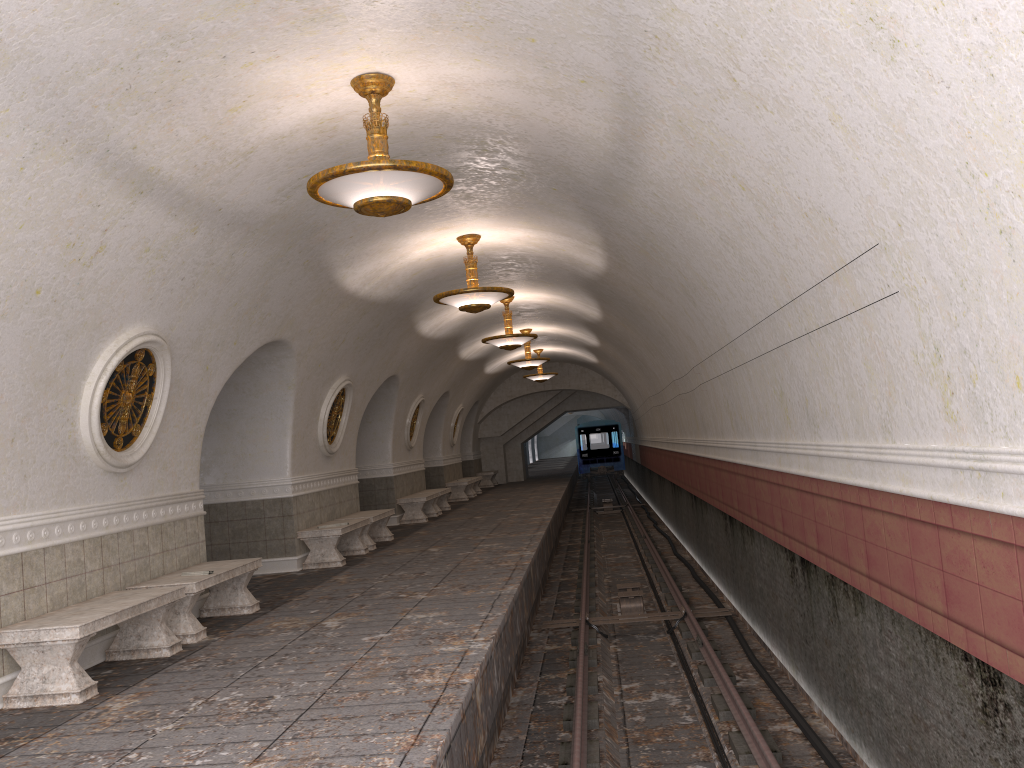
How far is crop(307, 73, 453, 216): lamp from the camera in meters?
5.7 m

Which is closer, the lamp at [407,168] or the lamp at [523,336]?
the lamp at [407,168]

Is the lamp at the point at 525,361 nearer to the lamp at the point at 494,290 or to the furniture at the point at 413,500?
the furniture at the point at 413,500

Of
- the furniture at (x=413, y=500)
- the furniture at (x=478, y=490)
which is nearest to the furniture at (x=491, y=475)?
the furniture at (x=478, y=490)

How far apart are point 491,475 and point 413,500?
12.29m

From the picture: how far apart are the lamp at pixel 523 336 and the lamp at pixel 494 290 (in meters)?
4.32

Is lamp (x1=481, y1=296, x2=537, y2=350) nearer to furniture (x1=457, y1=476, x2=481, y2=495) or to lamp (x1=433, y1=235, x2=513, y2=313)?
lamp (x1=433, y1=235, x2=513, y2=313)

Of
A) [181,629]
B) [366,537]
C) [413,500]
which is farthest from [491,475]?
[181,629]

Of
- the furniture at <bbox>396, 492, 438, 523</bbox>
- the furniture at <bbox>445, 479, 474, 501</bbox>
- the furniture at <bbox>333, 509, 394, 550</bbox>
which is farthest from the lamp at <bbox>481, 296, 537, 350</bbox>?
the furniture at <bbox>445, 479, 474, 501</bbox>

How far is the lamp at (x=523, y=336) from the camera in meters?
15.4 m
